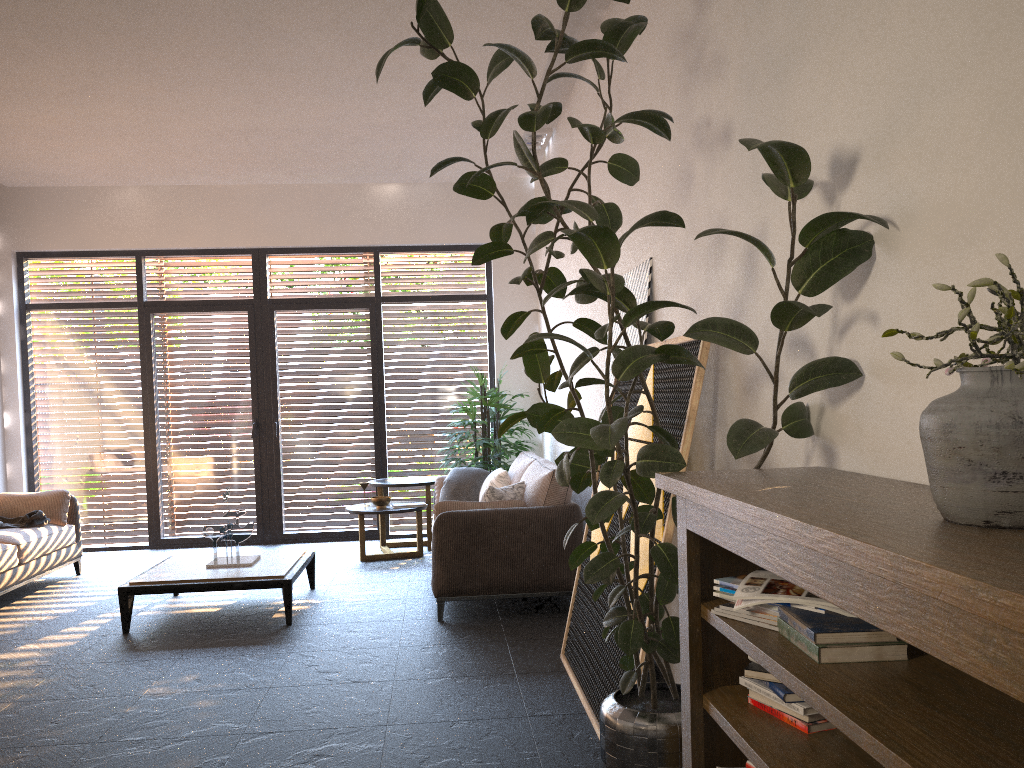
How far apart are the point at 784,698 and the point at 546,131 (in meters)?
6.01

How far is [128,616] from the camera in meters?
5.4

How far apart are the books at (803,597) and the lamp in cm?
577

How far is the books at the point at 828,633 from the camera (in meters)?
1.71

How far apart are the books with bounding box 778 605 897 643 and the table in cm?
410

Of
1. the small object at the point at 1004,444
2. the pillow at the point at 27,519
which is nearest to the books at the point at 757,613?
the small object at the point at 1004,444

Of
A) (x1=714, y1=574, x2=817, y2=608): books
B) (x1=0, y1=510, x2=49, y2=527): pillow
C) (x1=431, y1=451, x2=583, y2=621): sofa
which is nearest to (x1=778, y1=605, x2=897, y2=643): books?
(x1=714, y1=574, x2=817, y2=608): books

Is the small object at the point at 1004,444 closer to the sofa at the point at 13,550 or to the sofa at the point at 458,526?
the sofa at the point at 458,526

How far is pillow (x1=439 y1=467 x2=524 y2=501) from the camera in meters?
5.7 m

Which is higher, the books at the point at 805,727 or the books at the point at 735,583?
the books at the point at 735,583
